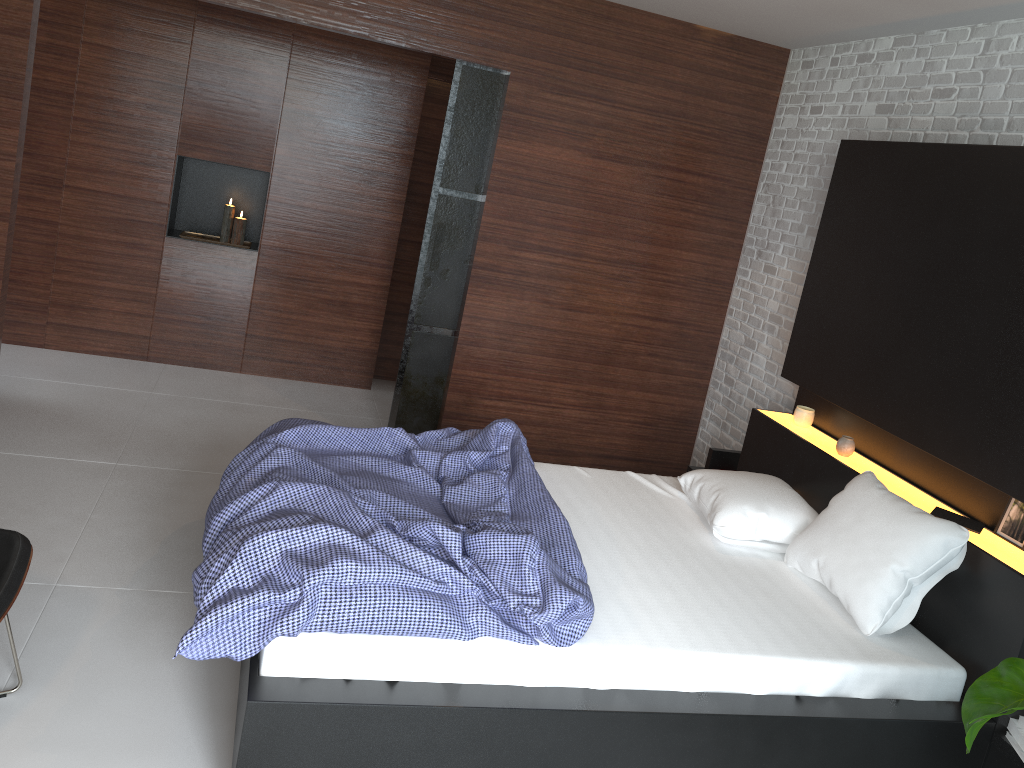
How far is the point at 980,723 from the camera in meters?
1.9

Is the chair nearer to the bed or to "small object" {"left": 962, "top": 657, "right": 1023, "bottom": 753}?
the bed

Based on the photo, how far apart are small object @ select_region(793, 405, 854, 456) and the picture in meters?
0.7 m

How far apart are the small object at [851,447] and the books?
0.5 meters

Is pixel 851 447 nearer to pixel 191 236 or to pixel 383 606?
pixel 383 606

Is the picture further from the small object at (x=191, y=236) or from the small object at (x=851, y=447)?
the small object at (x=191, y=236)

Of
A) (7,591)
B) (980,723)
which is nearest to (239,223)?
(7,591)

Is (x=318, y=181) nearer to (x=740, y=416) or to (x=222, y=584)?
(x=740, y=416)

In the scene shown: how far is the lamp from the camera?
5.4m

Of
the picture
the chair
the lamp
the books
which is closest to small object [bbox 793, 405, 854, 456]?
the books
